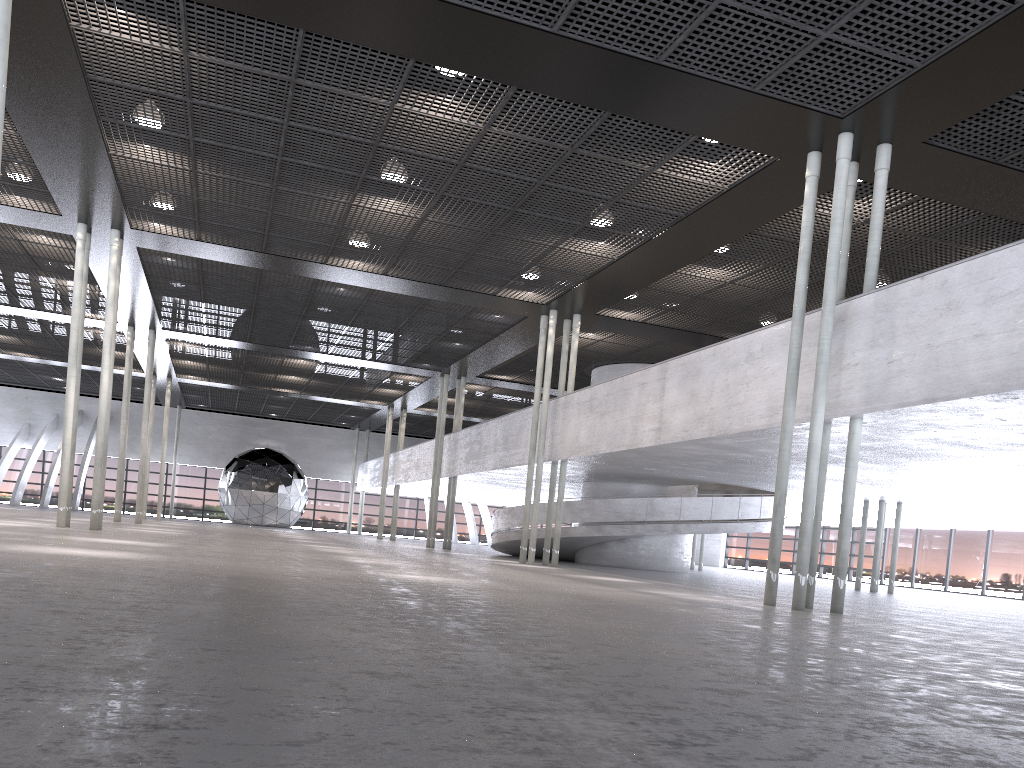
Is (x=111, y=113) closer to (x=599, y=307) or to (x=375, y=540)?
(x=599, y=307)
